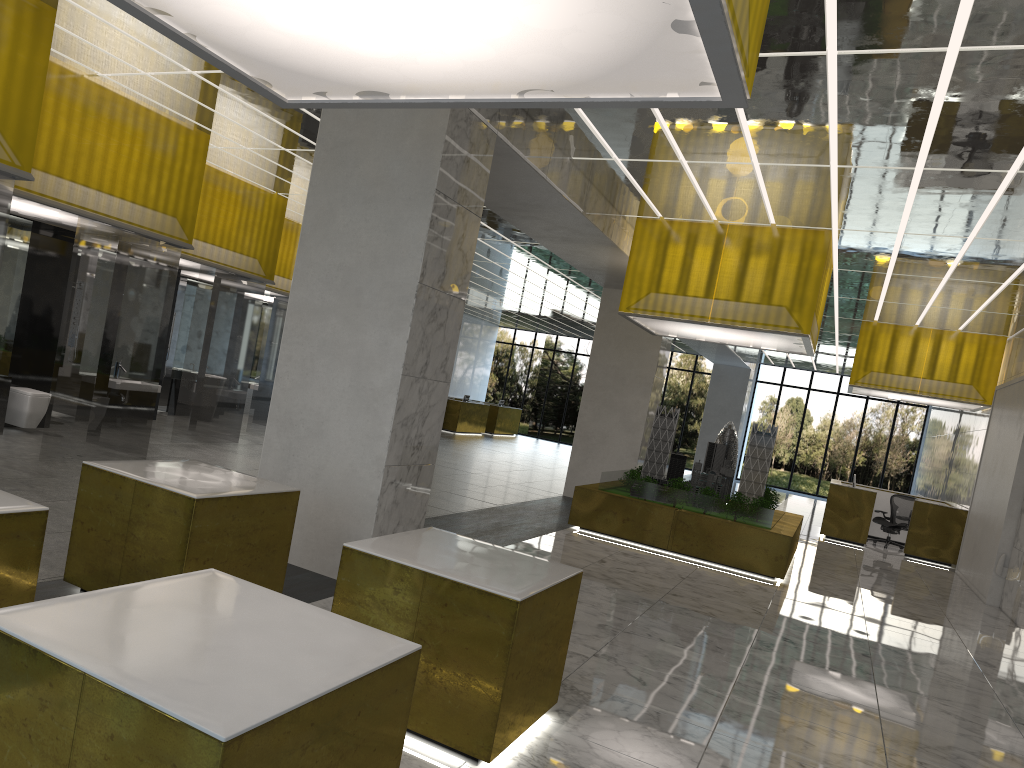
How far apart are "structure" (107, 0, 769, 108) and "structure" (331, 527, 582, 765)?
3.0m

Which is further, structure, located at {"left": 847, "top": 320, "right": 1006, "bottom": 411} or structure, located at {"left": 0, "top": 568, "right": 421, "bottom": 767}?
structure, located at {"left": 847, "top": 320, "right": 1006, "bottom": 411}

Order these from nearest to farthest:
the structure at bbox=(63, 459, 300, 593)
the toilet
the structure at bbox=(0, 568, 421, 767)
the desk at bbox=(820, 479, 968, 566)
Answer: the structure at bbox=(0, 568, 421, 767) < the structure at bbox=(63, 459, 300, 593) < the toilet < the desk at bbox=(820, 479, 968, 566)

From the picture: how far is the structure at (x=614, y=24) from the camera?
4.1 meters

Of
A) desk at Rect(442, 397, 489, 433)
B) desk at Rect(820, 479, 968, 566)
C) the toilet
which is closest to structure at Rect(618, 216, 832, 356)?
desk at Rect(820, 479, 968, 566)

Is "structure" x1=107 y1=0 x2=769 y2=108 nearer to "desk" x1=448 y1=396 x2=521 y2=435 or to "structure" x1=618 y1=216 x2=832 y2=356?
"structure" x1=618 y1=216 x2=832 y2=356

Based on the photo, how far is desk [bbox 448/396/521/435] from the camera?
44.2m

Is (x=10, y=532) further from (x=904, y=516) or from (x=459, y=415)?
(x=459, y=415)

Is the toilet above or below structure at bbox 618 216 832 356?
below

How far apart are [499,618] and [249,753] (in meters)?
2.79
